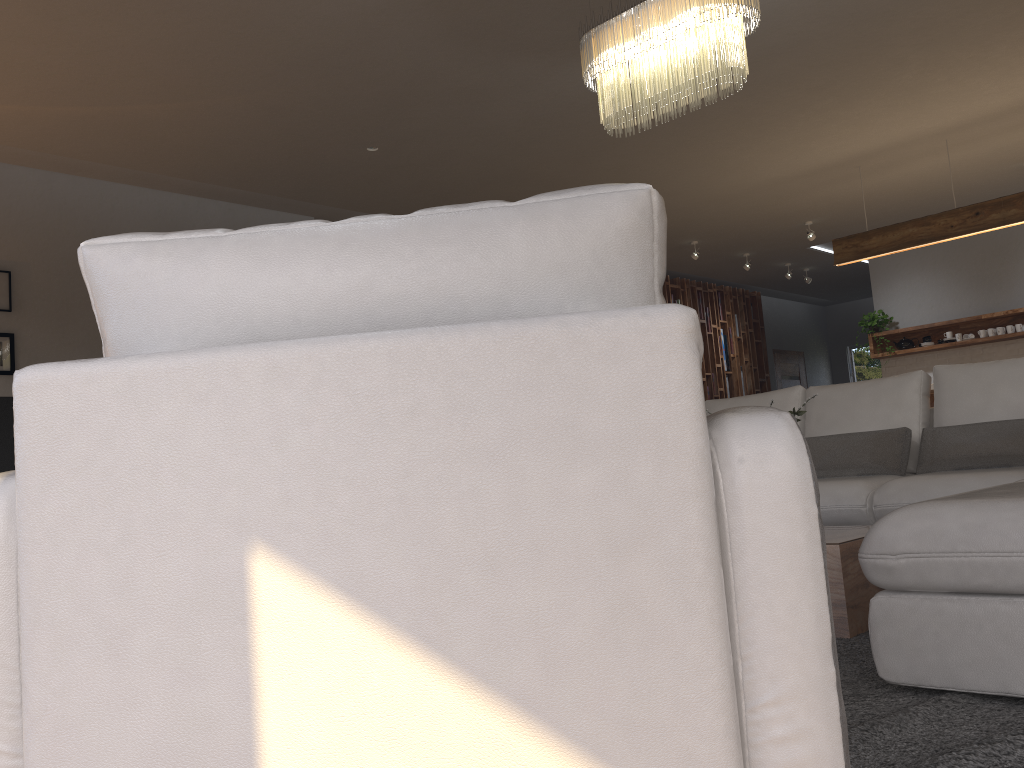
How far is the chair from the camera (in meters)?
0.90

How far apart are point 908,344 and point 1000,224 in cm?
297

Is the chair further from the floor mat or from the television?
the television

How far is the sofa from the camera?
1.9m

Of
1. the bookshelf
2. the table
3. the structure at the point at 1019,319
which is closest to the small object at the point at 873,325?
the structure at the point at 1019,319

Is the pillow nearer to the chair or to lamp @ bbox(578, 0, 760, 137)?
lamp @ bbox(578, 0, 760, 137)

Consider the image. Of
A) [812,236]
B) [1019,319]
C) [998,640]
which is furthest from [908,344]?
[998,640]

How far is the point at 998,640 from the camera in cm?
189

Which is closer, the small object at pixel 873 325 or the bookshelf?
the small object at pixel 873 325

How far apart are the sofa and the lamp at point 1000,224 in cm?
233
